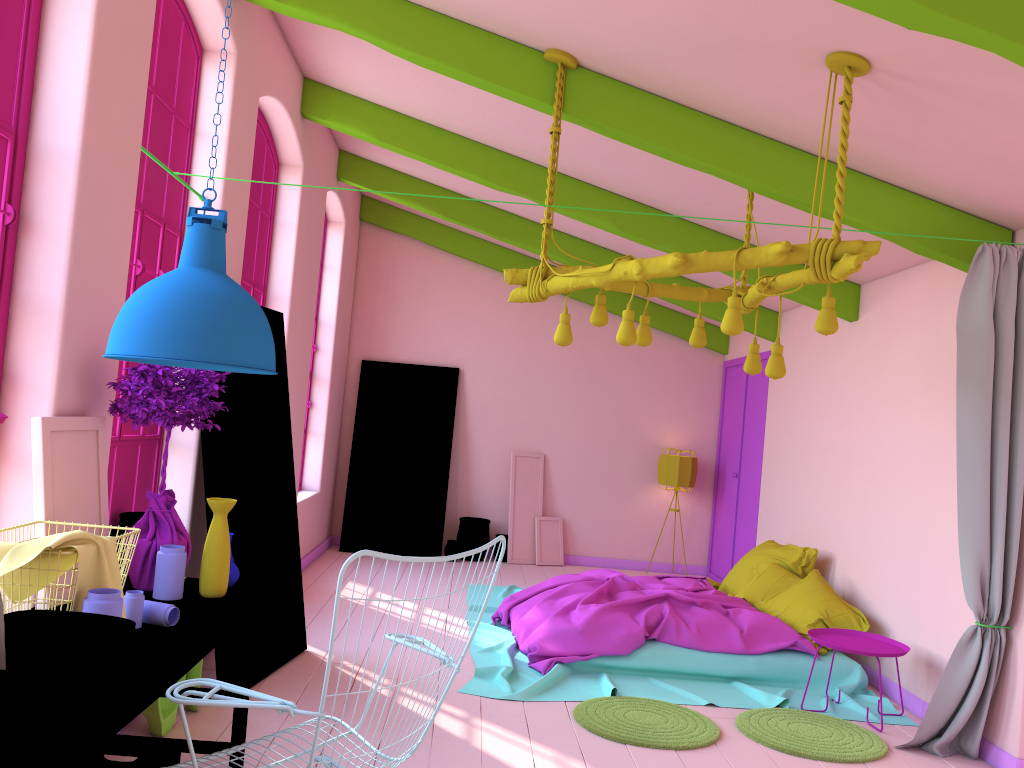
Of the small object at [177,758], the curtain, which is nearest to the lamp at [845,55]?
the curtain

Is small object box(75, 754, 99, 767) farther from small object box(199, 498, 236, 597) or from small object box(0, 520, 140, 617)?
small object box(199, 498, 236, 597)

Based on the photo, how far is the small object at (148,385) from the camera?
3.39m

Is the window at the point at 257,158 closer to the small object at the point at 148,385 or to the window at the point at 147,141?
the window at the point at 147,141

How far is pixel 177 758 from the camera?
3.3 meters

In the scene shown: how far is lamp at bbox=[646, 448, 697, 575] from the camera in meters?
10.1

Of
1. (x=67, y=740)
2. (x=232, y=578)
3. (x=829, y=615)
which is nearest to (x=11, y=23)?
(x=232, y=578)

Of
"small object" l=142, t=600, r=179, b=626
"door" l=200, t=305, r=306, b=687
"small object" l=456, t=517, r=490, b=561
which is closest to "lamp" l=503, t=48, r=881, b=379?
"door" l=200, t=305, r=306, b=687

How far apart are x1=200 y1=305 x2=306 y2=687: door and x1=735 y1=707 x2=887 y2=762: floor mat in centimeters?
272cm

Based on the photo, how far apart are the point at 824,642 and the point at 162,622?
3.93m
